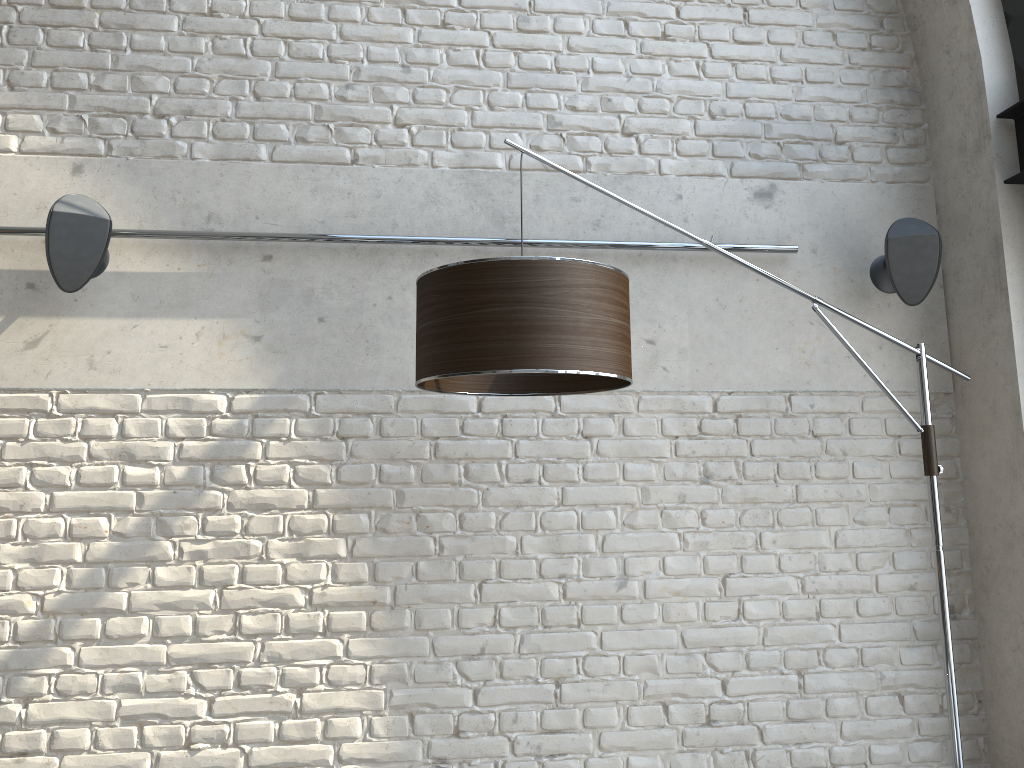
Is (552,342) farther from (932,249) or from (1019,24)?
(1019,24)

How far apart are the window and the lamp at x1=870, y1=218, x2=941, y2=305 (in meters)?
0.58

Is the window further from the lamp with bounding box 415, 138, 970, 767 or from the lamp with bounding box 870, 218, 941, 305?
the lamp with bounding box 415, 138, 970, 767

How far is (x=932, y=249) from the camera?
2.9m

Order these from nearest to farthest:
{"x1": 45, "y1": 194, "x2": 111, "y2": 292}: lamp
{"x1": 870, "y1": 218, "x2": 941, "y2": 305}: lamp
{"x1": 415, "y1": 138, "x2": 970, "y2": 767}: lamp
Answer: {"x1": 415, "y1": 138, "x2": 970, "y2": 767}: lamp → {"x1": 45, "y1": 194, "x2": 111, "y2": 292}: lamp → {"x1": 870, "y1": 218, "x2": 941, "y2": 305}: lamp

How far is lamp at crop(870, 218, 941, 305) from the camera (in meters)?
2.92

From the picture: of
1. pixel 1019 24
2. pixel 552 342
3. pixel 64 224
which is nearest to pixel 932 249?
pixel 1019 24

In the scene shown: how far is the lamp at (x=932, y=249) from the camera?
2.92m

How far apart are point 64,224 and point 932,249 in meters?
2.7 m

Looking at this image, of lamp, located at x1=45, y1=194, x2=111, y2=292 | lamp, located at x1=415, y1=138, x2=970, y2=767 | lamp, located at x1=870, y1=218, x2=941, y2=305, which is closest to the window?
lamp, located at x1=870, y1=218, x2=941, y2=305
